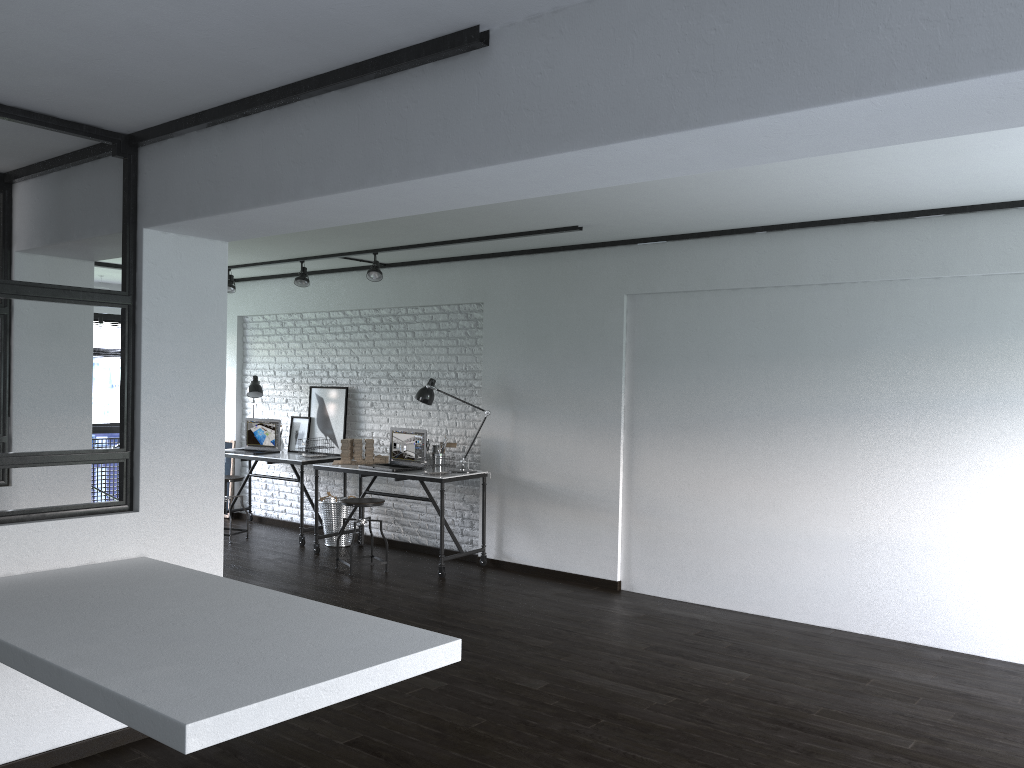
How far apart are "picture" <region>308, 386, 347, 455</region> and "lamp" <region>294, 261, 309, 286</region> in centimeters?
107cm

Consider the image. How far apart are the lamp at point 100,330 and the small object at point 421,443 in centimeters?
332cm

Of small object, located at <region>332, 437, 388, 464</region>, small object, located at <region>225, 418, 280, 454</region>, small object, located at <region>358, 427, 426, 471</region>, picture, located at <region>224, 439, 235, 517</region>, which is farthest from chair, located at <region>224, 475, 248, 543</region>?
small object, located at <region>358, 427, 426, 471</region>

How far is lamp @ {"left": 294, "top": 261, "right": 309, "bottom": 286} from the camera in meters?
7.2 m

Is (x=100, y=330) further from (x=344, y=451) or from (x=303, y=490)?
(x=344, y=451)

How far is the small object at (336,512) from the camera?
7.4m

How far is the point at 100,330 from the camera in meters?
8.4 m

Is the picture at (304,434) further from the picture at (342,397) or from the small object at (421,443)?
the small object at (421,443)

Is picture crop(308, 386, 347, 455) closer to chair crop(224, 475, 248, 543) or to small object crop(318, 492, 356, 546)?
small object crop(318, 492, 356, 546)

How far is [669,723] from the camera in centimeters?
365cm
